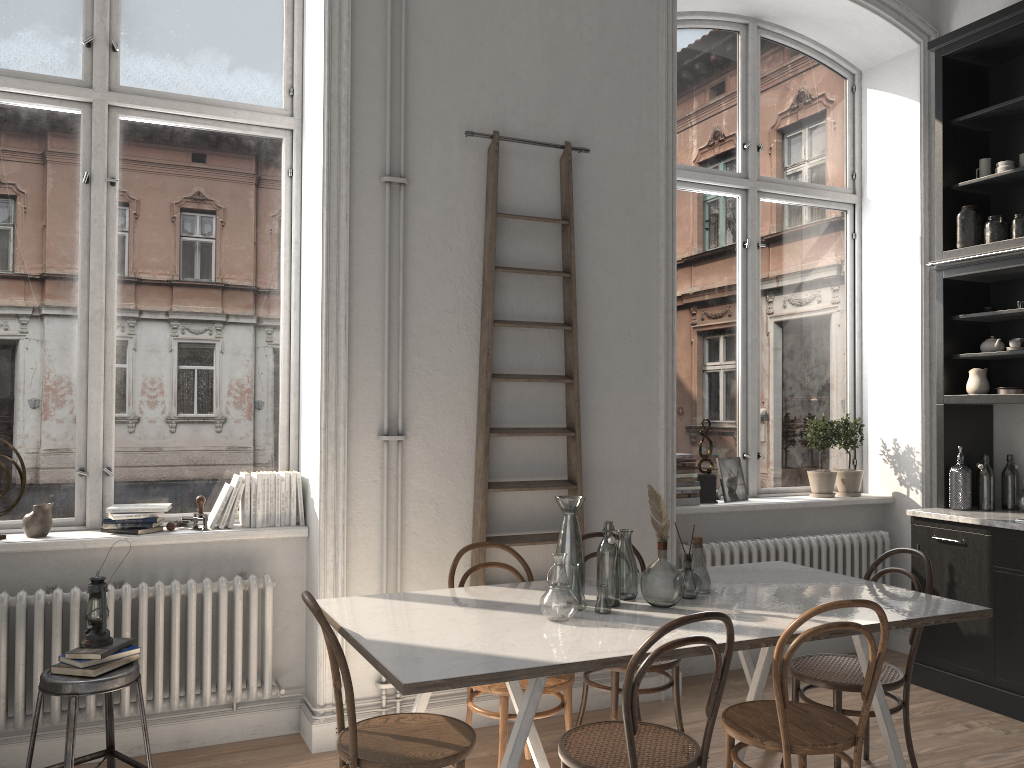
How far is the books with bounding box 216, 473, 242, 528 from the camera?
3.9 meters

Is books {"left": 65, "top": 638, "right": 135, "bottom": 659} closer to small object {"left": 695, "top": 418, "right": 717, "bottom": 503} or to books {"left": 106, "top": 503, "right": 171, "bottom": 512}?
books {"left": 106, "top": 503, "right": 171, "bottom": 512}

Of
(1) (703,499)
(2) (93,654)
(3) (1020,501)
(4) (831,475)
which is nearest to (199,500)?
Result: (2) (93,654)

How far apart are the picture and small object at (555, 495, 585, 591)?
2.14m

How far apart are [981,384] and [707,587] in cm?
241

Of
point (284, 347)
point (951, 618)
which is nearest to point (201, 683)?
point (284, 347)

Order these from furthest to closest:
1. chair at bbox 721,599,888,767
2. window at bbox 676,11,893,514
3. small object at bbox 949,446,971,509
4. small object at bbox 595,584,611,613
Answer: window at bbox 676,11,893,514
small object at bbox 949,446,971,509
small object at bbox 595,584,611,613
chair at bbox 721,599,888,767

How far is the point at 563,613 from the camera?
2.91m

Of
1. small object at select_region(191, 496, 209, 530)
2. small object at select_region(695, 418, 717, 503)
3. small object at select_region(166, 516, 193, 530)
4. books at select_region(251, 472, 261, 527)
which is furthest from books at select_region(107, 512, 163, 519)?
small object at select_region(695, 418, 717, 503)

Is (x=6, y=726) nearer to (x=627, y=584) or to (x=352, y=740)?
(x=352, y=740)
